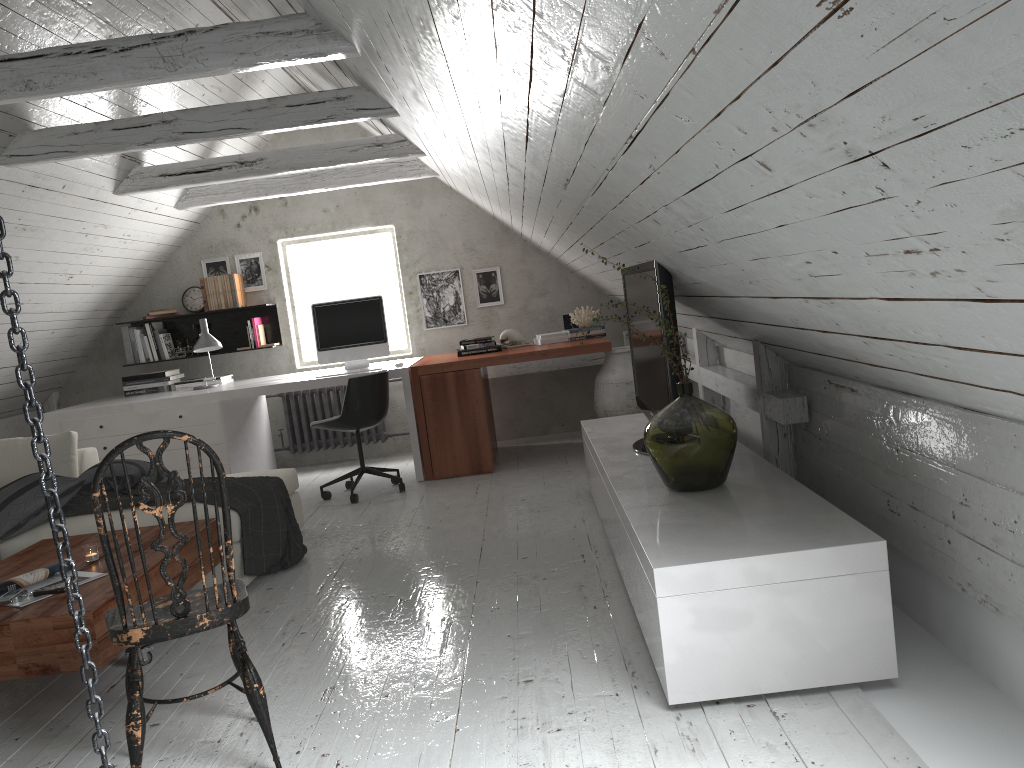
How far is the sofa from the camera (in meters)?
3.79

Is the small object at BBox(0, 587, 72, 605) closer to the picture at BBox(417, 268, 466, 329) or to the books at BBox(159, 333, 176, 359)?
the books at BBox(159, 333, 176, 359)

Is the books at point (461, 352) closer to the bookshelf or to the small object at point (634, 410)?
the small object at point (634, 410)

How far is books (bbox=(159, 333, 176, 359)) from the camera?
6.7 meters

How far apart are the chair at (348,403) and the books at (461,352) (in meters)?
0.72

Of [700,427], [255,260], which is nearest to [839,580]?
[700,427]

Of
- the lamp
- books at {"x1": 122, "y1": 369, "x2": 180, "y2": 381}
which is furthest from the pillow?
books at {"x1": 122, "y1": 369, "x2": 180, "y2": 381}

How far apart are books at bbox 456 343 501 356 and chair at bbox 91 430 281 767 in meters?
3.7

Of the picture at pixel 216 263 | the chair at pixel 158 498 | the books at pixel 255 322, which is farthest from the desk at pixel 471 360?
the chair at pixel 158 498

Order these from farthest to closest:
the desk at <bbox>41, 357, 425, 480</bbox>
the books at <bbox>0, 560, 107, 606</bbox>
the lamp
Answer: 1. the lamp
2. the desk at <bbox>41, 357, 425, 480</bbox>
3. the books at <bbox>0, 560, 107, 606</bbox>
